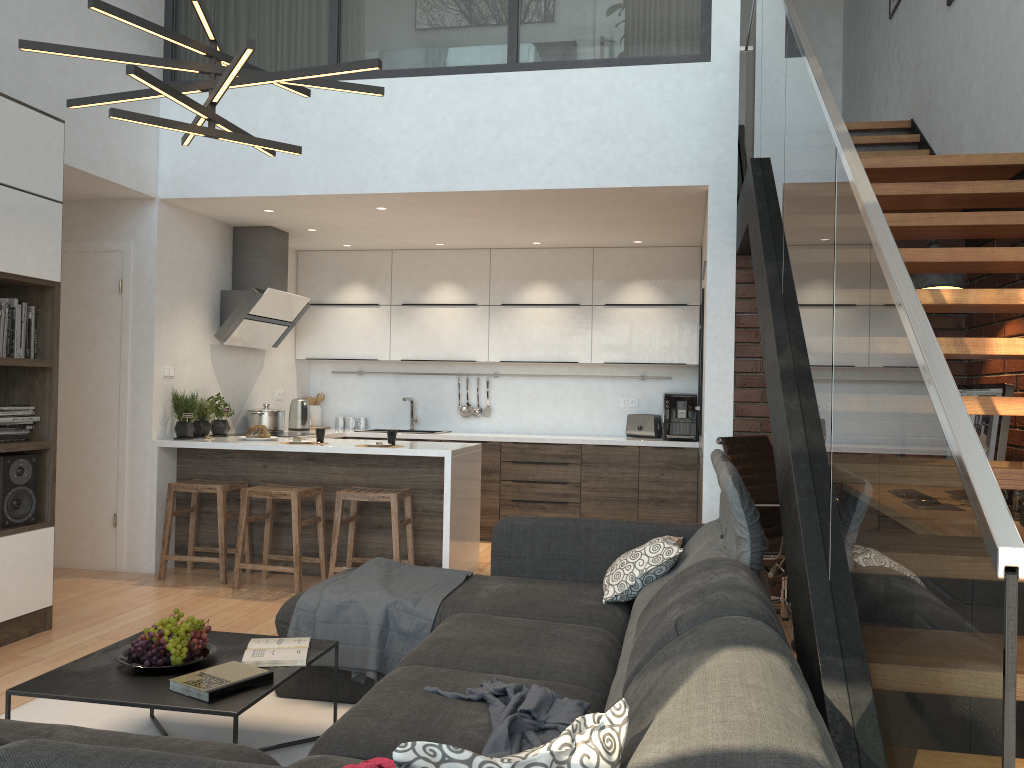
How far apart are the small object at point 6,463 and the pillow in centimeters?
275cm

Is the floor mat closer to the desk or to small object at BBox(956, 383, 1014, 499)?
the desk

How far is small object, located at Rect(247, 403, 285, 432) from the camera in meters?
6.7

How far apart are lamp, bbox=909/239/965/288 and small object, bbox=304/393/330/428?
5.19m

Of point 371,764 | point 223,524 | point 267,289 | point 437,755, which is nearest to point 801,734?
point 437,755

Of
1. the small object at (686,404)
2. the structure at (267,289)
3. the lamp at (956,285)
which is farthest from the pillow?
the structure at (267,289)

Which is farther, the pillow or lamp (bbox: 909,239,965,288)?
lamp (bbox: 909,239,965,288)

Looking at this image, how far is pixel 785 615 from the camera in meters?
4.5 m

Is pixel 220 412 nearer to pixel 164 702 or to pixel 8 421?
pixel 8 421

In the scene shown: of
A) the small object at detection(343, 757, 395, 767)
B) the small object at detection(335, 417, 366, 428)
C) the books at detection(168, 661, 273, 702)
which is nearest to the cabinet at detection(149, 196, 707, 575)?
the small object at detection(335, 417, 366, 428)
